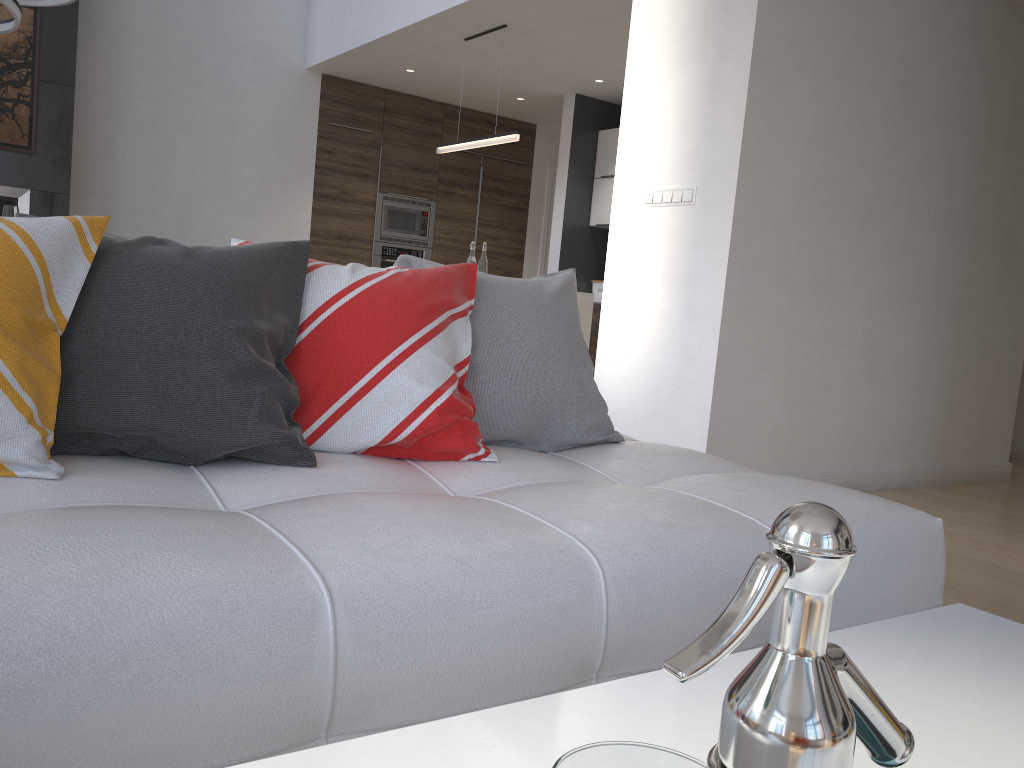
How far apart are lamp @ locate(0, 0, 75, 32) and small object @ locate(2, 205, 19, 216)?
0.9m

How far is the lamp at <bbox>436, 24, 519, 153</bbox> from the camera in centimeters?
557cm

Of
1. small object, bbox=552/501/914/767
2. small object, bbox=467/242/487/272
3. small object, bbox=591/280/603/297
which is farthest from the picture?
small object, bbox=552/501/914/767

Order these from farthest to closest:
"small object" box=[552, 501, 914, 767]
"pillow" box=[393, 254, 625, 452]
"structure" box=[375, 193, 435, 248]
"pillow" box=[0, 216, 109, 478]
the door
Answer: the door < "structure" box=[375, 193, 435, 248] < "pillow" box=[393, 254, 625, 452] < "pillow" box=[0, 216, 109, 478] < "small object" box=[552, 501, 914, 767]

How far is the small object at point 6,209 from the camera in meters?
4.4

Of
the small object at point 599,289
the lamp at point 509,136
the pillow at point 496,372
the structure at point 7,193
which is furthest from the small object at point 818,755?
the small object at point 599,289

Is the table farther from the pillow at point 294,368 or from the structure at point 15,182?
the structure at point 15,182

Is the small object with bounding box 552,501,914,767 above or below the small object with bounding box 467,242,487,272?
below

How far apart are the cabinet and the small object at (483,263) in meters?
0.7

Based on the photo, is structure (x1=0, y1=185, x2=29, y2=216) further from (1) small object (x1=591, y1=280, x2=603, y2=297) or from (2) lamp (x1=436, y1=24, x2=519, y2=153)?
(1) small object (x1=591, y1=280, x2=603, y2=297)
